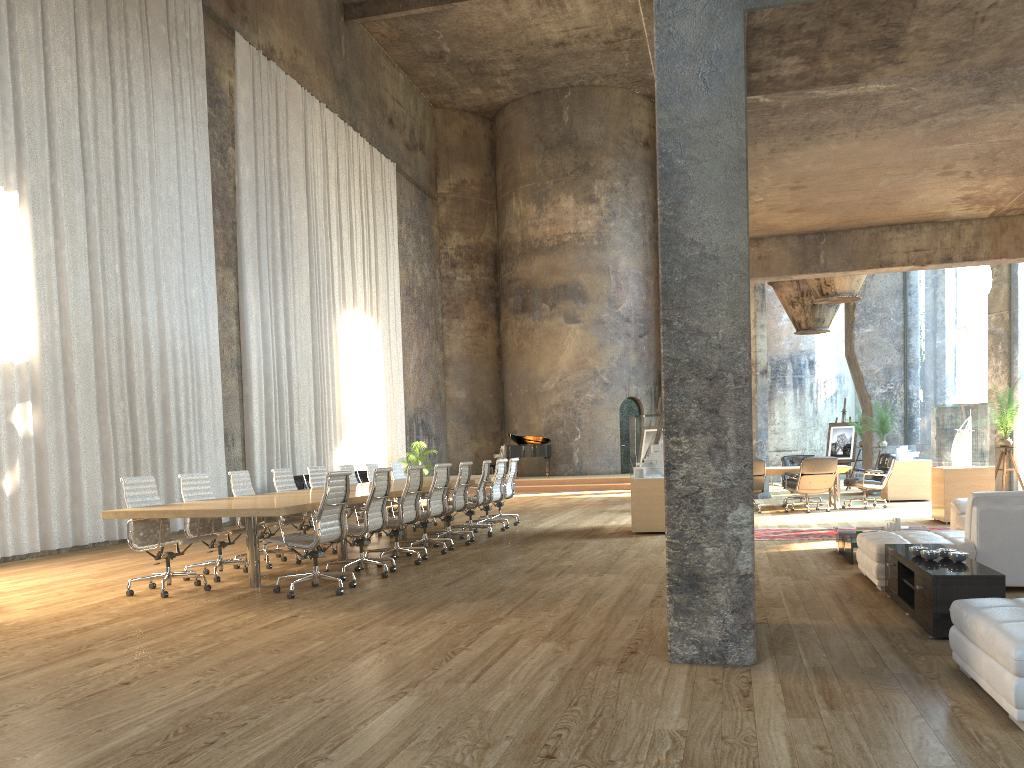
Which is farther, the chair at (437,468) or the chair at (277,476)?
the chair at (277,476)

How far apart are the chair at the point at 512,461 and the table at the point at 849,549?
5.65m

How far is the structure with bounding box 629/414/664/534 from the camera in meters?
11.2

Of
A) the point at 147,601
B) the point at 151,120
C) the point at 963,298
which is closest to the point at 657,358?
the point at 151,120

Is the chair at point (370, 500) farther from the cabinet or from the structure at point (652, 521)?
the cabinet

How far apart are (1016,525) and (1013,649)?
3.40m

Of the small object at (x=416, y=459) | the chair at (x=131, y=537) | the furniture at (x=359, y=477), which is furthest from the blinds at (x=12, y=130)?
the small object at (x=416, y=459)

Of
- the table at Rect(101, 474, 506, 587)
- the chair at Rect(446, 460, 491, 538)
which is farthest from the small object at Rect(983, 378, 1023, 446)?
the table at Rect(101, 474, 506, 587)

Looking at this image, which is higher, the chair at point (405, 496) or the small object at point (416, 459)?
the small object at point (416, 459)

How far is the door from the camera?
26.31m
